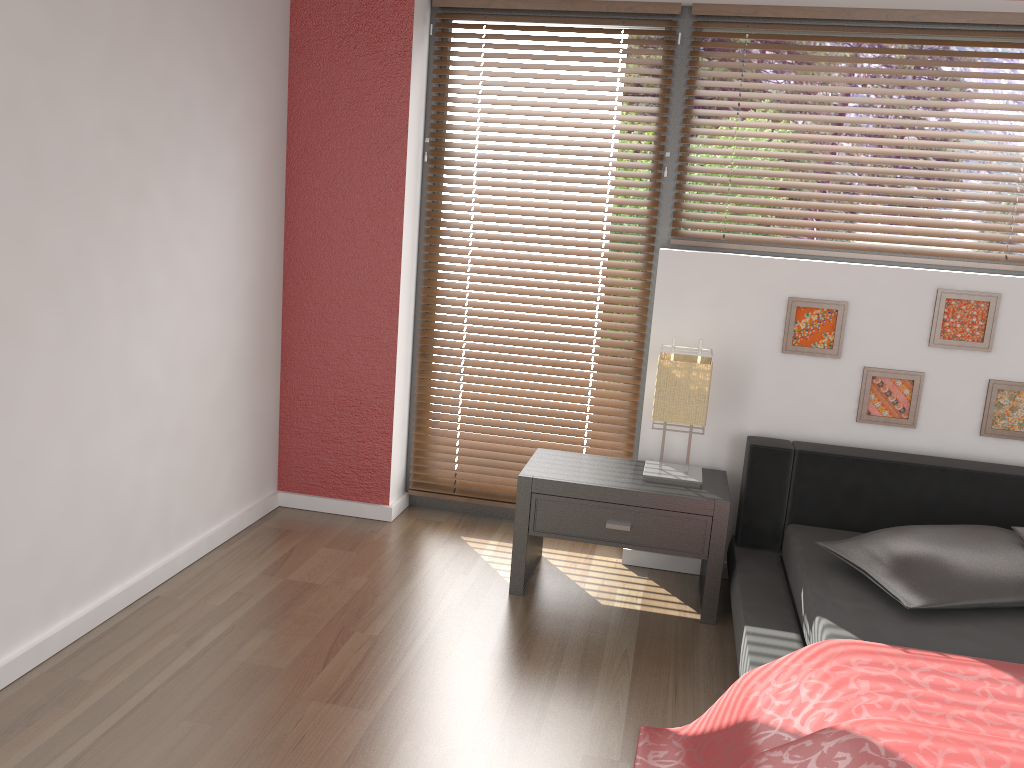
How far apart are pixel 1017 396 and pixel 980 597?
0.97m

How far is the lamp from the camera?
3.0m

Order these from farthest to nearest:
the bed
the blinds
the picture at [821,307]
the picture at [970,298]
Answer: the blinds → the picture at [821,307] → the picture at [970,298] → the bed

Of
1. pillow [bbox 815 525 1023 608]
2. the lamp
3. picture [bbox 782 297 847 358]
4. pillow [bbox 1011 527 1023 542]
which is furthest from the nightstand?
pillow [bbox 1011 527 1023 542]

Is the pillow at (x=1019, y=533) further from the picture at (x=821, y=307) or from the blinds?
the blinds

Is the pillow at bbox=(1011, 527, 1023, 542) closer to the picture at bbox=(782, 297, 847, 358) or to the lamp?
the picture at bbox=(782, 297, 847, 358)

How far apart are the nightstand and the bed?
0.1m

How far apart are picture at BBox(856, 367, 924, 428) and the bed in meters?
0.2

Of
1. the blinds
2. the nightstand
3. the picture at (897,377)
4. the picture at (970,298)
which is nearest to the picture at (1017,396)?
the picture at (970,298)

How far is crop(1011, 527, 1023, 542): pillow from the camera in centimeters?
260cm
